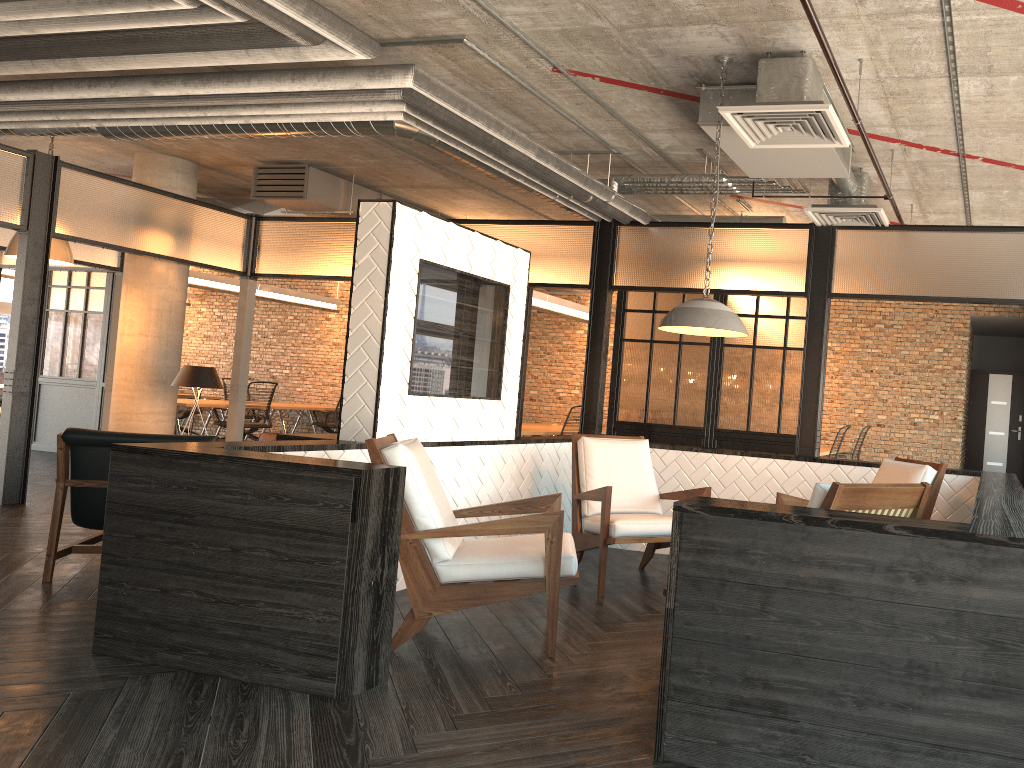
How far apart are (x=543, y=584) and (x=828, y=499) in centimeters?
140cm

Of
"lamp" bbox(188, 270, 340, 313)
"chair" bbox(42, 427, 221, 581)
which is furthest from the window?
"chair" bbox(42, 427, 221, 581)

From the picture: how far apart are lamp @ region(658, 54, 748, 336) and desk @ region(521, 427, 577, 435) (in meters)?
5.23

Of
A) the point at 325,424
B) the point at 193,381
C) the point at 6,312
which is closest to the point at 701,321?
the point at 193,381

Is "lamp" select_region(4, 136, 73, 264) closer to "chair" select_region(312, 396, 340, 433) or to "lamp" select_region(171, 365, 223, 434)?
"lamp" select_region(171, 365, 223, 434)

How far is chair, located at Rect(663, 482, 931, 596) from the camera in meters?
2.8 m

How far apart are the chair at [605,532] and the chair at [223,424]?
7.9 meters

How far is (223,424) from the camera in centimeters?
1248cm

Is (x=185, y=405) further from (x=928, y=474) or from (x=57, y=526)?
(x=928, y=474)

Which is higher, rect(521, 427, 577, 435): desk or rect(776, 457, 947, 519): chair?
rect(776, 457, 947, 519): chair
